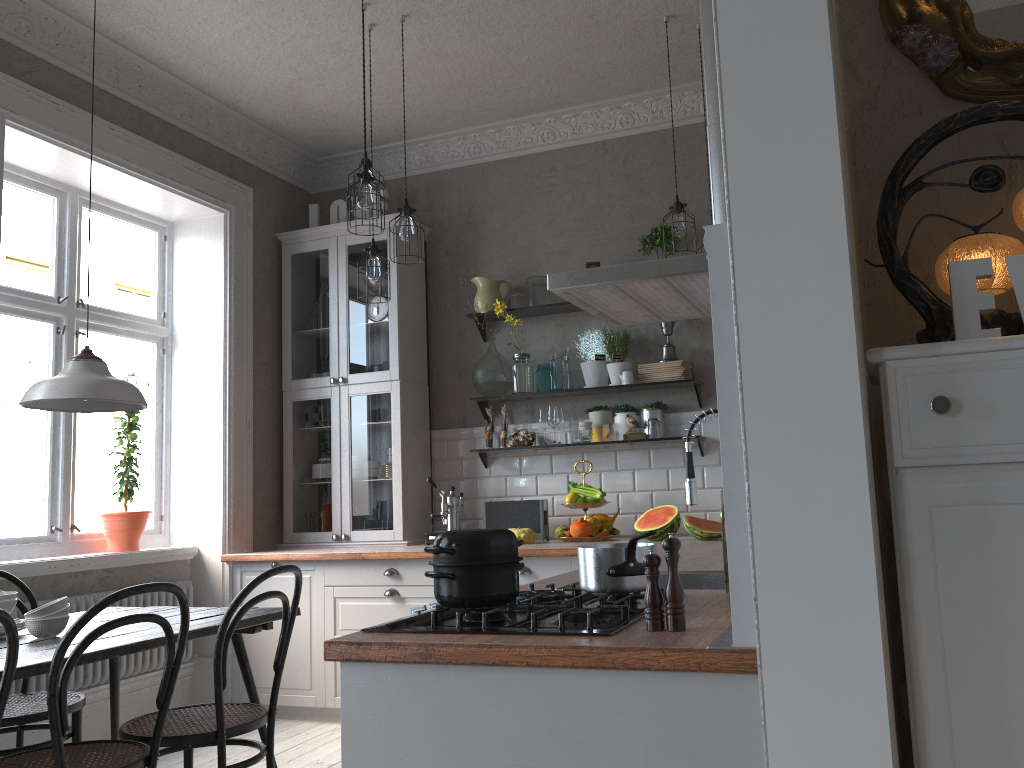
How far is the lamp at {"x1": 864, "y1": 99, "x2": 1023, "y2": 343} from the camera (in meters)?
1.42

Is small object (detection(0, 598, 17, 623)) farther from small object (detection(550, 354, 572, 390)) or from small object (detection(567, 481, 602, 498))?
small object (detection(550, 354, 572, 390))

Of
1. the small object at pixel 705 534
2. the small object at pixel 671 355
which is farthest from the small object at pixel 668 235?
the small object at pixel 705 534

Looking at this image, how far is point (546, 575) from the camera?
4.1m

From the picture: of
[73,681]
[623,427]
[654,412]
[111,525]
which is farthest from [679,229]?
[73,681]

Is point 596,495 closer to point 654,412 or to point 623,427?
point 623,427

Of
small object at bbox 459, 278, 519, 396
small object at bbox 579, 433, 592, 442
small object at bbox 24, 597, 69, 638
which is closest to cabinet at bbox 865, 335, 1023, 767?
small object at bbox 24, 597, 69, 638

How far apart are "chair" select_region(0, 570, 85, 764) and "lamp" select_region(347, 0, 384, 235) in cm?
200

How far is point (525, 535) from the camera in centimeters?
452cm

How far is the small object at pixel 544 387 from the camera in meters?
5.0 m
